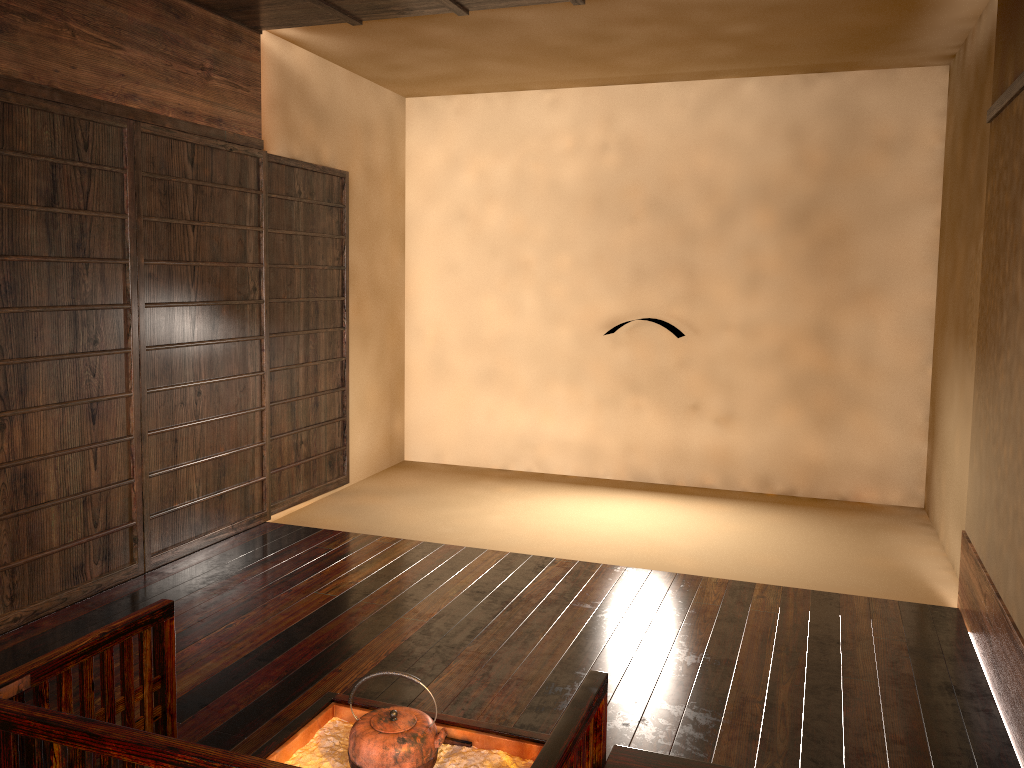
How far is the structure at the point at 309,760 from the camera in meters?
2.0

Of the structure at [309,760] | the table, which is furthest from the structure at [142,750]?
the structure at [309,760]

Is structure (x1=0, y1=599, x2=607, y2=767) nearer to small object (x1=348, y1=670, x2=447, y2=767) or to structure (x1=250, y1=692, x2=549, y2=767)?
structure (x1=250, y1=692, x2=549, y2=767)

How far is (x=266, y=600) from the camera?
3.70m

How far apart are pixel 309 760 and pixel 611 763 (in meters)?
0.69

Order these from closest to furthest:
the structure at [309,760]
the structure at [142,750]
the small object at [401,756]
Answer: the structure at [142,750]
the small object at [401,756]
the structure at [309,760]

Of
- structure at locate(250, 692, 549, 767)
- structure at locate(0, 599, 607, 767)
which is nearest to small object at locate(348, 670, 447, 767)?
structure at locate(250, 692, 549, 767)

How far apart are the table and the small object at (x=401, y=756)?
0.4m

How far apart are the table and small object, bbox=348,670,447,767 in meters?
0.4

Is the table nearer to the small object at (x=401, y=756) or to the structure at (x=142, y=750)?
the structure at (x=142, y=750)
